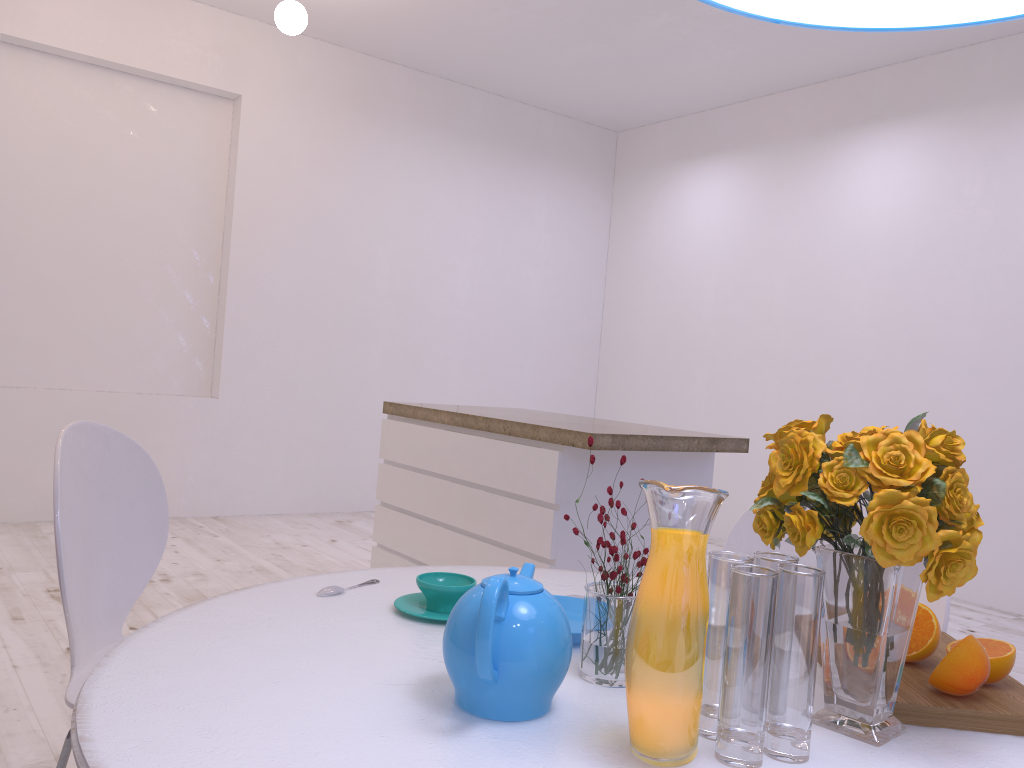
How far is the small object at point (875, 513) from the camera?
0.88m

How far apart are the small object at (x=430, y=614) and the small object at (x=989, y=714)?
0.6 meters

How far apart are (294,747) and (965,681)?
0.74m

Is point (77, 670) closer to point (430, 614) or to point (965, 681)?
point (430, 614)

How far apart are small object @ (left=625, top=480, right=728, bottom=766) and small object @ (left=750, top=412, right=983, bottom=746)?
0.1m

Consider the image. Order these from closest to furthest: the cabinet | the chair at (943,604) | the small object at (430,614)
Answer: the small object at (430,614) < the chair at (943,604) < the cabinet

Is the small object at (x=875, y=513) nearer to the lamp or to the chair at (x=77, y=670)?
the lamp

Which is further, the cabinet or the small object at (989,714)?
the cabinet

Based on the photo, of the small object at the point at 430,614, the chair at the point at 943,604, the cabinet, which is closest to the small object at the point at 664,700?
the small object at the point at 430,614

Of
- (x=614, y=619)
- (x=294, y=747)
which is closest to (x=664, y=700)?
(x=614, y=619)
